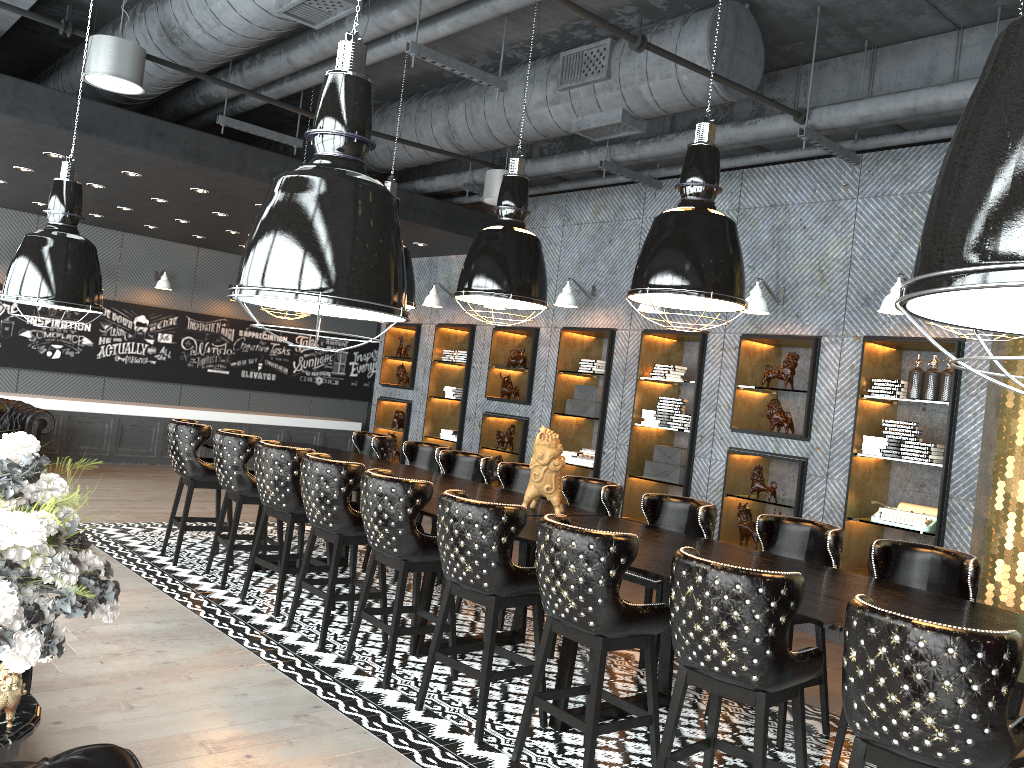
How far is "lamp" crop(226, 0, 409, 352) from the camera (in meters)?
1.75

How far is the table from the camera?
2.0m

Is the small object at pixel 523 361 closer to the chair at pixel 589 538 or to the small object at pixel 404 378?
the small object at pixel 404 378

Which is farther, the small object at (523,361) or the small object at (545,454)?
the small object at (523,361)

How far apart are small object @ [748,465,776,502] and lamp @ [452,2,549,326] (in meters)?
2.77

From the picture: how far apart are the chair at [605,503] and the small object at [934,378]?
2.48m

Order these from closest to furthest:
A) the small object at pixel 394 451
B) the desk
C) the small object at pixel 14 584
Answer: the small object at pixel 14 584
the desk
the small object at pixel 394 451

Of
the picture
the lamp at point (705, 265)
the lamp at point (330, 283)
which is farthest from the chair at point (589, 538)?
the picture

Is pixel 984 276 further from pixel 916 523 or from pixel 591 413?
pixel 591 413

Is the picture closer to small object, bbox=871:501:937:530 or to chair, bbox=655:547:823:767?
small object, bbox=871:501:937:530
